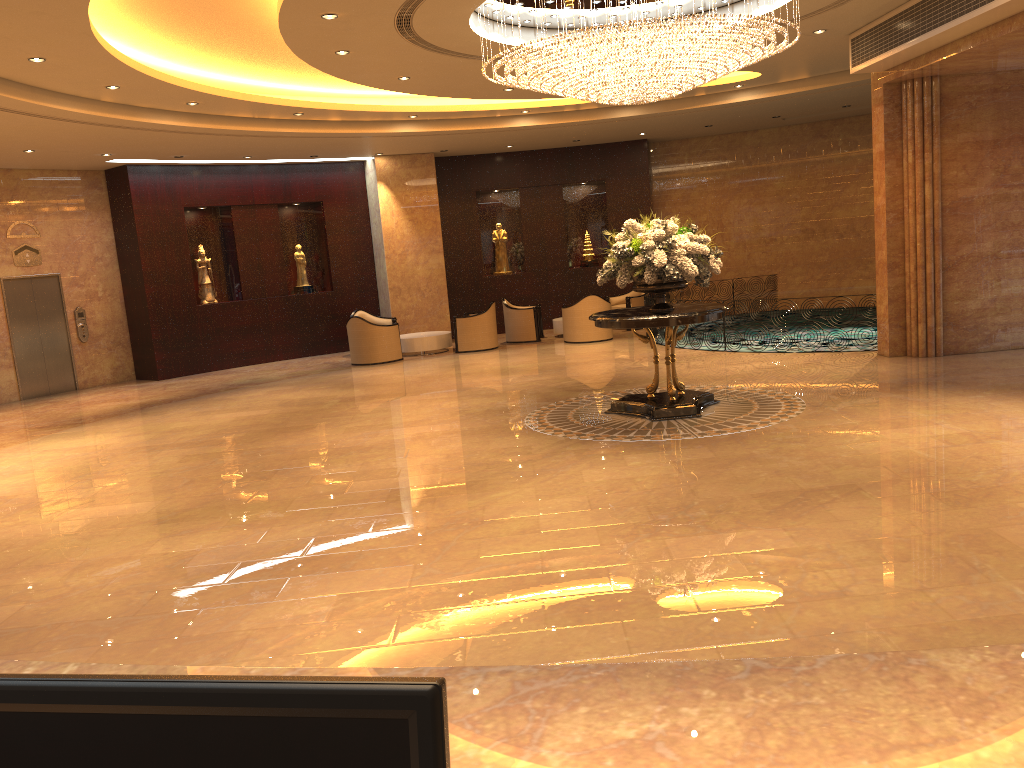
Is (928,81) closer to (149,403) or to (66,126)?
(66,126)

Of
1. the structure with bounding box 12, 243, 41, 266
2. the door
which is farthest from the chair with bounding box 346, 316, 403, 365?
the structure with bounding box 12, 243, 41, 266

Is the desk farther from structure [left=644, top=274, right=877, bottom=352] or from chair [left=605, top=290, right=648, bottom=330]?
chair [left=605, top=290, right=648, bottom=330]

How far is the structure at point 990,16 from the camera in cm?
860

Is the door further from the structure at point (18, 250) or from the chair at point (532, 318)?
the chair at point (532, 318)

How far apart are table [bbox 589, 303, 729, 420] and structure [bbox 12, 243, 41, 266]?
11.3 meters

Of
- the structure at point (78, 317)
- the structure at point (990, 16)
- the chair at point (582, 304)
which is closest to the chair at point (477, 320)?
the chair at point (582, 304)

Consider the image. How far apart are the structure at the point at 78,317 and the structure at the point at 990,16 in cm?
1352

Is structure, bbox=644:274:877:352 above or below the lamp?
below

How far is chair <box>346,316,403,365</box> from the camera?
16.1 meters
